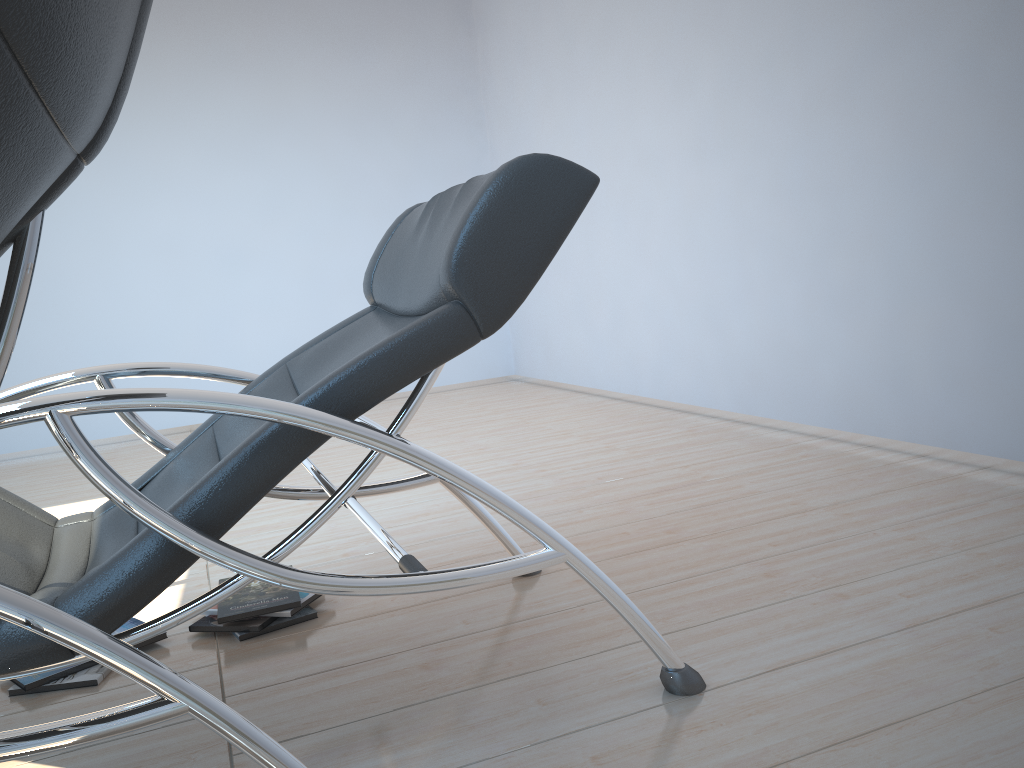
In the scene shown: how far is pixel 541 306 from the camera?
5.9 meters

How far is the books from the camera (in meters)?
1.88

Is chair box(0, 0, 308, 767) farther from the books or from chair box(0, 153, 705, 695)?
the books

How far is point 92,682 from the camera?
1.9m

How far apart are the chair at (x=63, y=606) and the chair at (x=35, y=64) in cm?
22

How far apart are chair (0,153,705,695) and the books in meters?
0.3 m

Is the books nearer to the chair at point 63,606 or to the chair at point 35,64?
the chair at point 63,606

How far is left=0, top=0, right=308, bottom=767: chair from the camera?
0.5m

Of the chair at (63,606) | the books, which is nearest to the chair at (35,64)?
the chair at (63,606)

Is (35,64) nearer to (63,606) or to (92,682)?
(63,606)
